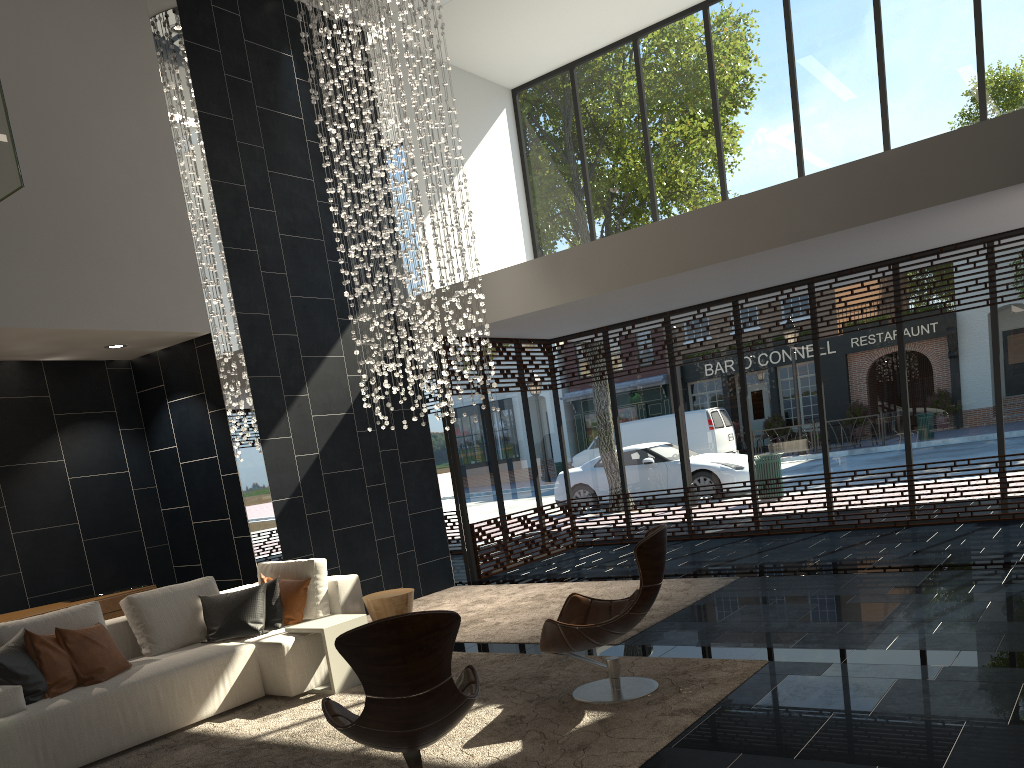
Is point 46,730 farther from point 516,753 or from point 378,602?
point 516,753

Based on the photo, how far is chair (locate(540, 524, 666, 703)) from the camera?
4.5m

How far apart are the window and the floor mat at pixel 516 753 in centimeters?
378cm

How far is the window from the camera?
9.0m

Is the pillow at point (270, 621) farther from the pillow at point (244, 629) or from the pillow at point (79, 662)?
the pillow at point (79, 662)

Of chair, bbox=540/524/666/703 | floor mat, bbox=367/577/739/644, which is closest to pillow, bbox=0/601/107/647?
floor mat, bbox=367/577/739/644

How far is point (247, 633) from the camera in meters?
5.8

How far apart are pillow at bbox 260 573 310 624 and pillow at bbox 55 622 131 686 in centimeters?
111cm

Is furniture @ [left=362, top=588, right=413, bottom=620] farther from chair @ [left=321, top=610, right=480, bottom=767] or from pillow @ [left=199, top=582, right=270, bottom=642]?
chair @ [left=321, top=610, right=480, bottom=767]

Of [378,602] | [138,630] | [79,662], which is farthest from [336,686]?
[79,662]
